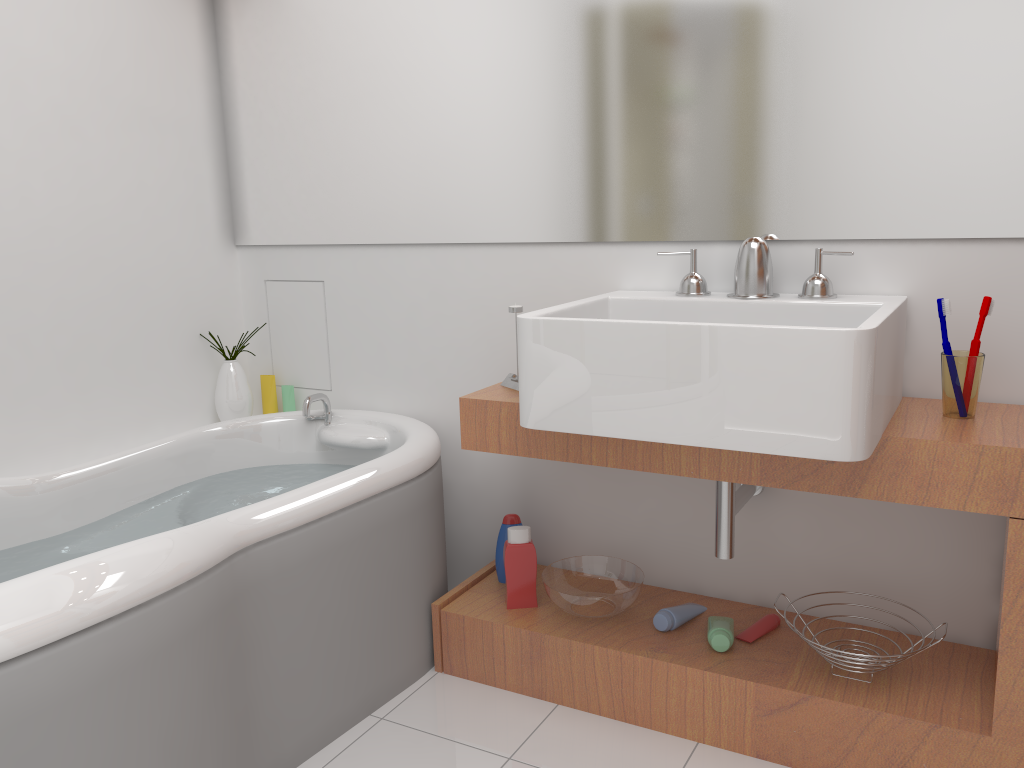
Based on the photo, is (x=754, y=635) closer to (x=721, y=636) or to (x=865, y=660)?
(x=721, y=636)

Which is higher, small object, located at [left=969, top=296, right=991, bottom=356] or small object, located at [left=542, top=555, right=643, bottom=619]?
small object, located at [left=969, top=296, right=991, bottom=356]

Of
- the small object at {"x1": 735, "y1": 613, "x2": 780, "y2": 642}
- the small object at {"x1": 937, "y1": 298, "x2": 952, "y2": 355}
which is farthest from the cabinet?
the small object at {"x1": 937, "y1": 298, "x2": 952, "y2": 355}

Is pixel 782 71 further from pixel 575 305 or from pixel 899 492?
pixel 899 492

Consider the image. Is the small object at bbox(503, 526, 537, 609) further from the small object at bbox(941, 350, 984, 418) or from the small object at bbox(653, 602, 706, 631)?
the small object at bbox(941, 350, 984, 418)

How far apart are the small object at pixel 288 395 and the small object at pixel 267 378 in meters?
0.1 m

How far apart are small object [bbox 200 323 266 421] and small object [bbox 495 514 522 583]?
0.92m

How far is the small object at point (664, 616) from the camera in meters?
2.0 m

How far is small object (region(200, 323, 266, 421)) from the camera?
2.65m

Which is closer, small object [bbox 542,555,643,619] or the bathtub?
the bathtub
